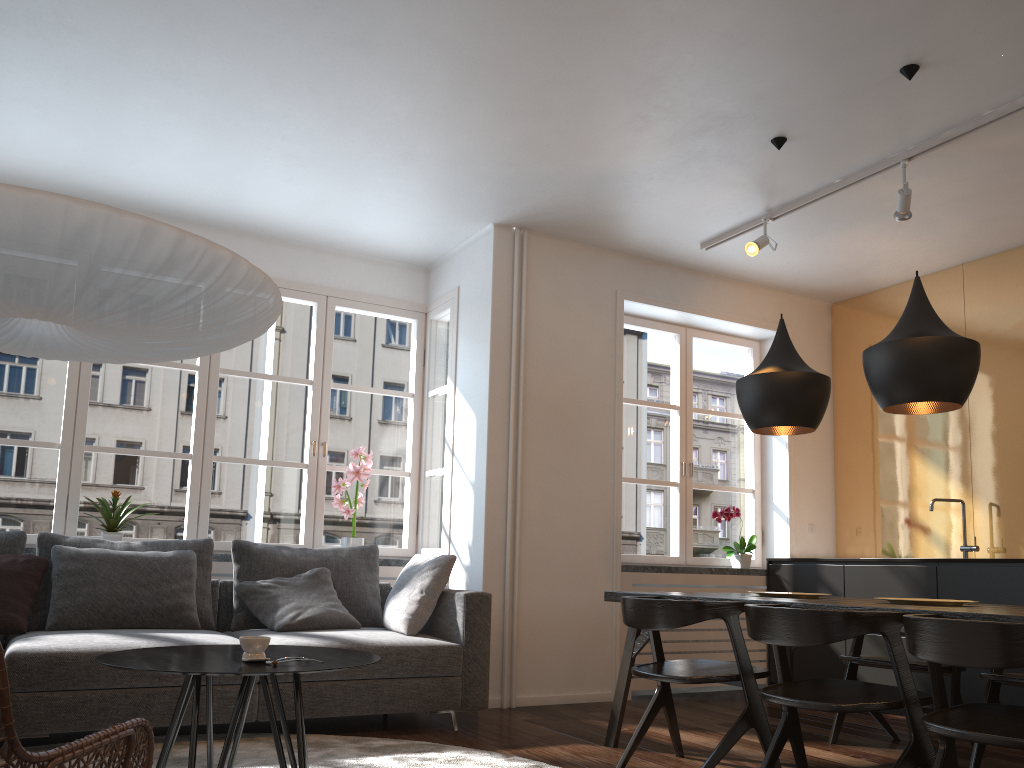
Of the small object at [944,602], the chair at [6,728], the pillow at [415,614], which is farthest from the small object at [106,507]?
the small object at [944,602]

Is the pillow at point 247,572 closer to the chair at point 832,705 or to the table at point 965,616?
the table at point 965,616

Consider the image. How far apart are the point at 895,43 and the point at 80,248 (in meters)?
3.02

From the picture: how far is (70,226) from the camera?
2.2m

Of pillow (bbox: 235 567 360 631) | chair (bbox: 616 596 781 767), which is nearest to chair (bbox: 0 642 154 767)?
chair (bbox: 616 596 781 767)

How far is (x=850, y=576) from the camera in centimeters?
531cm

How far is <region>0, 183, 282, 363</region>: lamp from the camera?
2.21m

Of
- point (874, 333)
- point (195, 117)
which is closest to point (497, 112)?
point (195, 117)

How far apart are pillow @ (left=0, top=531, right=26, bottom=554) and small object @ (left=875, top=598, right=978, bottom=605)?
3.9m

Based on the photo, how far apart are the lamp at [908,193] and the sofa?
2.76m
